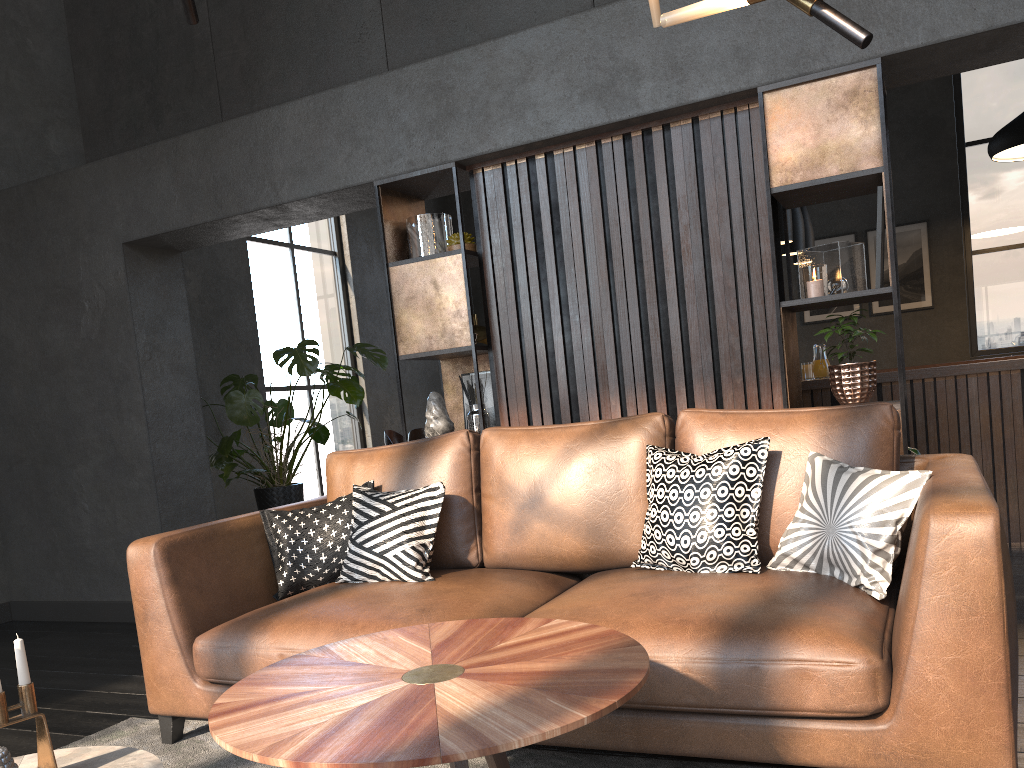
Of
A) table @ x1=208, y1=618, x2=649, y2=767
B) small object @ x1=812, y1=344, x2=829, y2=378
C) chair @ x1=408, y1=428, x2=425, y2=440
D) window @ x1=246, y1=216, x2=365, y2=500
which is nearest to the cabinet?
small object @ x1=812, y1=344, x2=829, y2=378

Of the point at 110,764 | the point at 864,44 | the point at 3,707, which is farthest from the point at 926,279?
the point at 3,707

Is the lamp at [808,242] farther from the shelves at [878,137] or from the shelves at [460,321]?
the shelves at [460,321]

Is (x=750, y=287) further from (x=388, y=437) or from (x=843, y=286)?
(x=388, y=437)

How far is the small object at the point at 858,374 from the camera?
3.3 meters

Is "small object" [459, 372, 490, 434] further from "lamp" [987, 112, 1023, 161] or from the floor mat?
"lamp" [987, 112, 1023, 161]

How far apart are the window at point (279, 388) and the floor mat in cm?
499

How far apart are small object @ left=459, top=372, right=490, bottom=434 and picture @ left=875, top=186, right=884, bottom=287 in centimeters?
179cm

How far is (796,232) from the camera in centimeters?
589cm

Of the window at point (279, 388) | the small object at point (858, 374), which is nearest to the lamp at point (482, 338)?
the window at point (279, 388)
